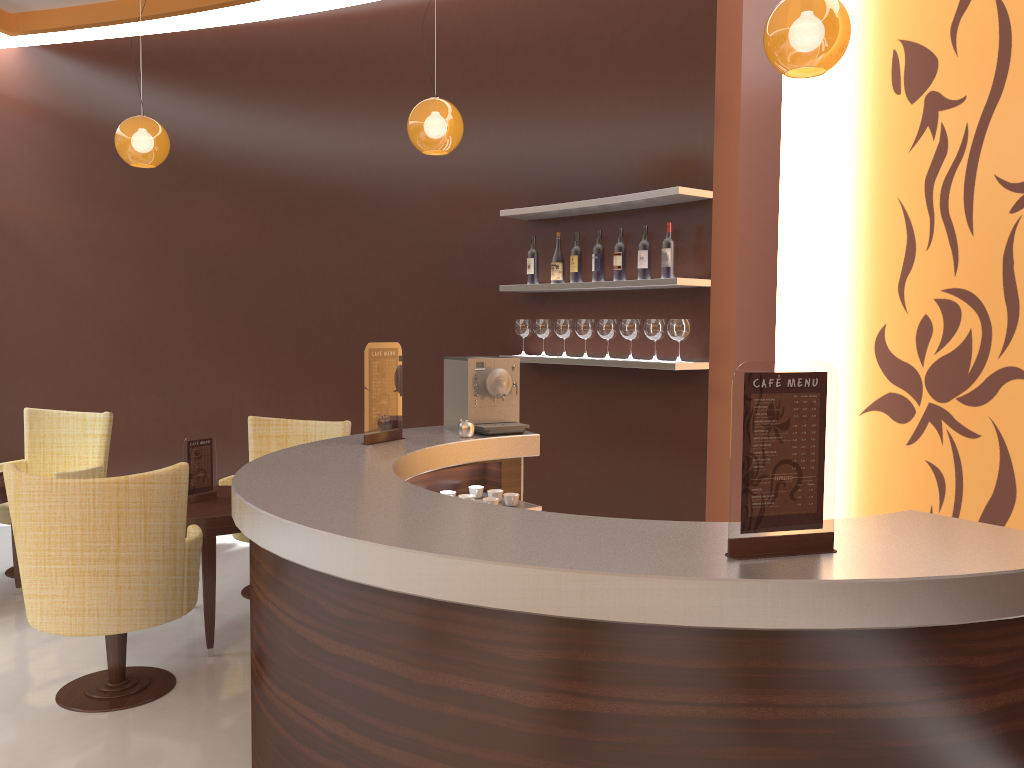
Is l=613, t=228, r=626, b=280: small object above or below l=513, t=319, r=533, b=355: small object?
above

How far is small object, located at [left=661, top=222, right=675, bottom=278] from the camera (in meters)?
4.55

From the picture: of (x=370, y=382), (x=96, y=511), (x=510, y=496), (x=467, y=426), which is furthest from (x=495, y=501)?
(x=96, y=511)

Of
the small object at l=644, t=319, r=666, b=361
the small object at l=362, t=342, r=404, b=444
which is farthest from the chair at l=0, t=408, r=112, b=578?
the small object at l=644, t=319, r=666, b=361

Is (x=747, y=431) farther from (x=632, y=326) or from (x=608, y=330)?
(x=608, y=330)

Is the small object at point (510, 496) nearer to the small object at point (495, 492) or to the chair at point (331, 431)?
the small object at point (495, 492)

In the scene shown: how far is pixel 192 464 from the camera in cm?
450

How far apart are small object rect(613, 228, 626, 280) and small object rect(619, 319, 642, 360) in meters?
0.3 m

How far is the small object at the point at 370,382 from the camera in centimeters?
362cm

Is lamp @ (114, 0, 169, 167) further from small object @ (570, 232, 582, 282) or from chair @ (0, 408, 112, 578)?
small object @ (570, 232, 582, 282)
